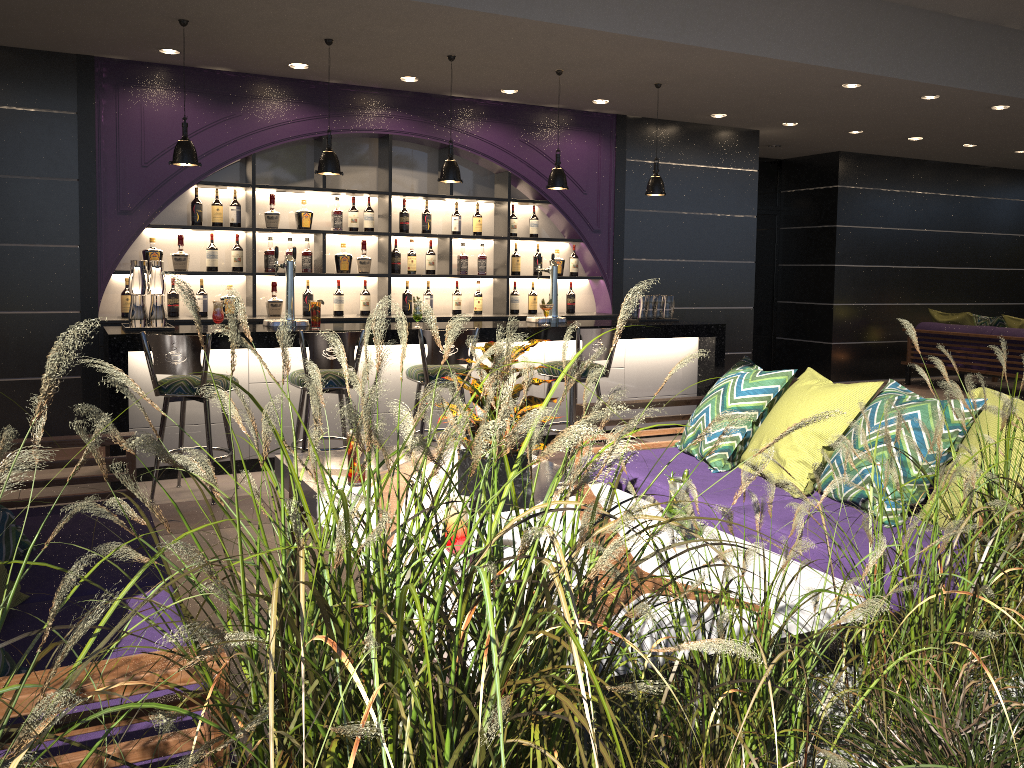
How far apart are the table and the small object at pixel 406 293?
4.1 meters

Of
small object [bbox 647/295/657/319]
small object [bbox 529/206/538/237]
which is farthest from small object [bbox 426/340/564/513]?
small object [bbox 529/206/538/237]

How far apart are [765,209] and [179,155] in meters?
7.8 m

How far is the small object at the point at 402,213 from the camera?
7.43m

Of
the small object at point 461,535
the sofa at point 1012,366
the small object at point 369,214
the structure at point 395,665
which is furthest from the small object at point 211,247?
the sofa at point 1012,366

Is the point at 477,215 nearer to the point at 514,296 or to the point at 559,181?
the point at 514,296

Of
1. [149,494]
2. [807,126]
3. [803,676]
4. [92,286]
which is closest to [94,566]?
[803,676]

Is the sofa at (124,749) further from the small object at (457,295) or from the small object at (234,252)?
the small object at (457,295)

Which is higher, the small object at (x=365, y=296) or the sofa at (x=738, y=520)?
the small object at (x=365, y=296)

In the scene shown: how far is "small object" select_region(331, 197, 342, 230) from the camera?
7.2 meters
